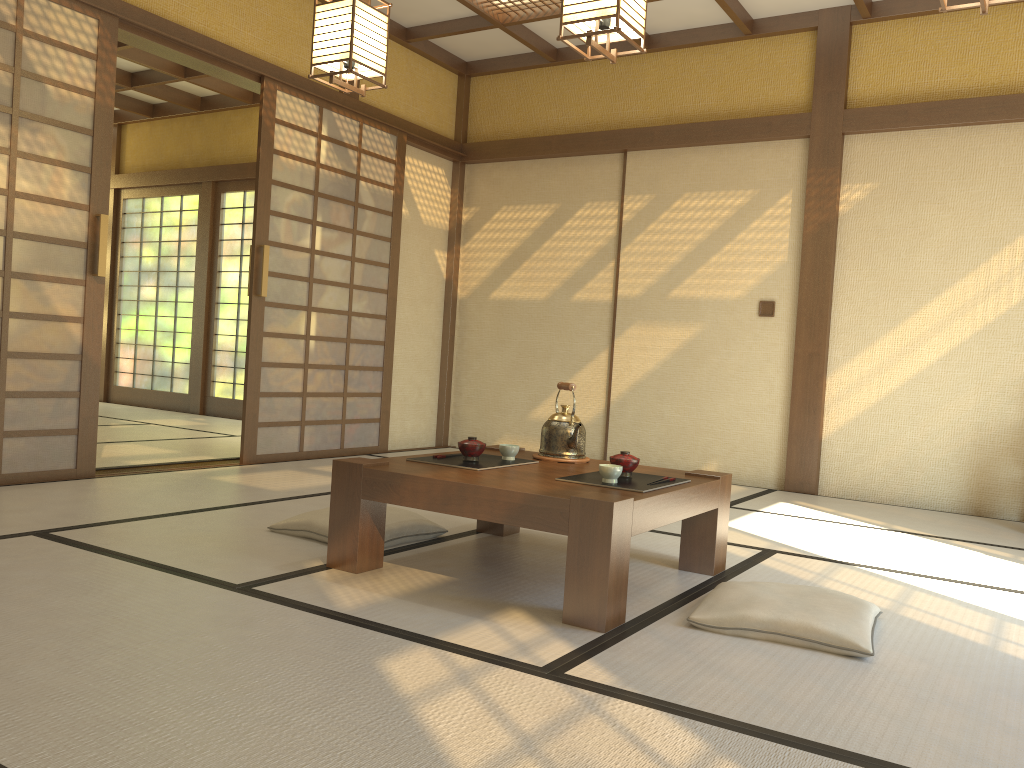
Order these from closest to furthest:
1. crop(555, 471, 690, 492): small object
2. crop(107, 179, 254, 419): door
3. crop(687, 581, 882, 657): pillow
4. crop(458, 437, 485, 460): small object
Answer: crop(687, 581, 882, 657): pillow → crop(555, 471, 690, 492): small object → crop(458, 437, 485, 460): small object → crop(107, 179, 254, 419): door

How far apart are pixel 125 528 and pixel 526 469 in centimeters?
151cm

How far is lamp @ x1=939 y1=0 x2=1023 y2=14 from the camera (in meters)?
2.48

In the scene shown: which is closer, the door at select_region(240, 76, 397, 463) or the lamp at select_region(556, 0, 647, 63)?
the lamp at select_region(556, 0, 647, 63)

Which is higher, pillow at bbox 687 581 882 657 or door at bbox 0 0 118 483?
door at bbox 0 0 118 483

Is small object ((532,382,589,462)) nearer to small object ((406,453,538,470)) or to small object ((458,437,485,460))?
small object ((406,453,538,470))

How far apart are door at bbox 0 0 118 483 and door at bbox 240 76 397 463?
1.0m

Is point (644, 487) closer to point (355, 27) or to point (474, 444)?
point (474, 444)

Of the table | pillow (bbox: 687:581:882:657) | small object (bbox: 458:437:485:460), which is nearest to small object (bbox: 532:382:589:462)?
the table

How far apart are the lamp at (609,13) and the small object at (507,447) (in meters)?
1.41
